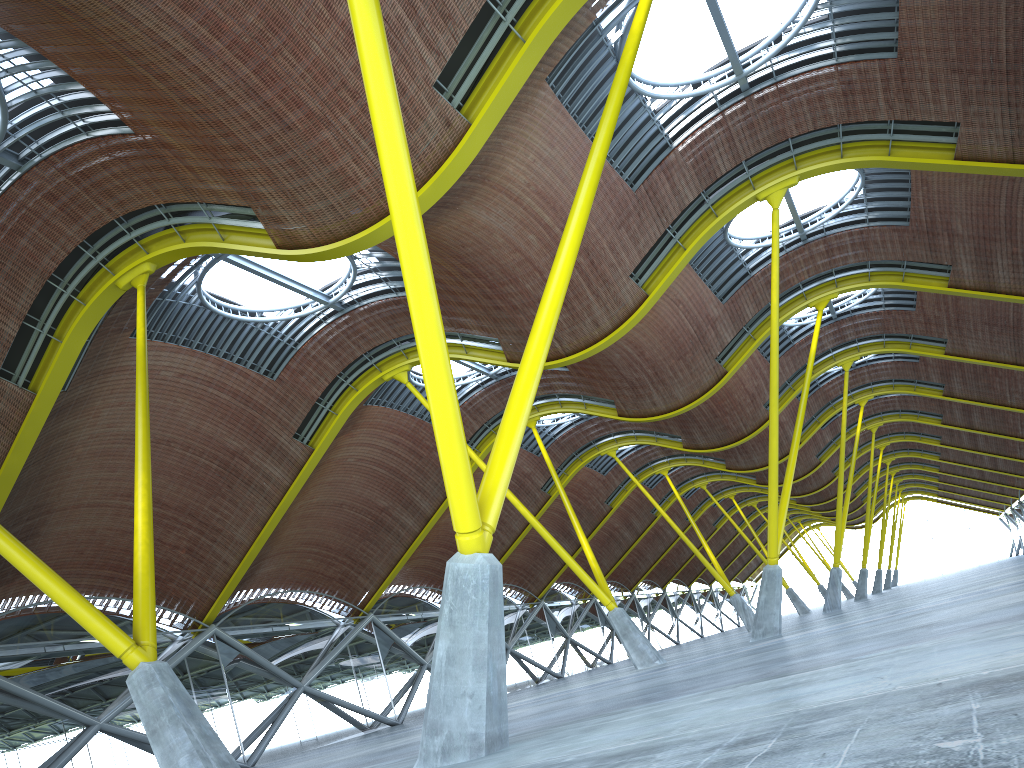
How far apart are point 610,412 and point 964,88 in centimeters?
2127cm
